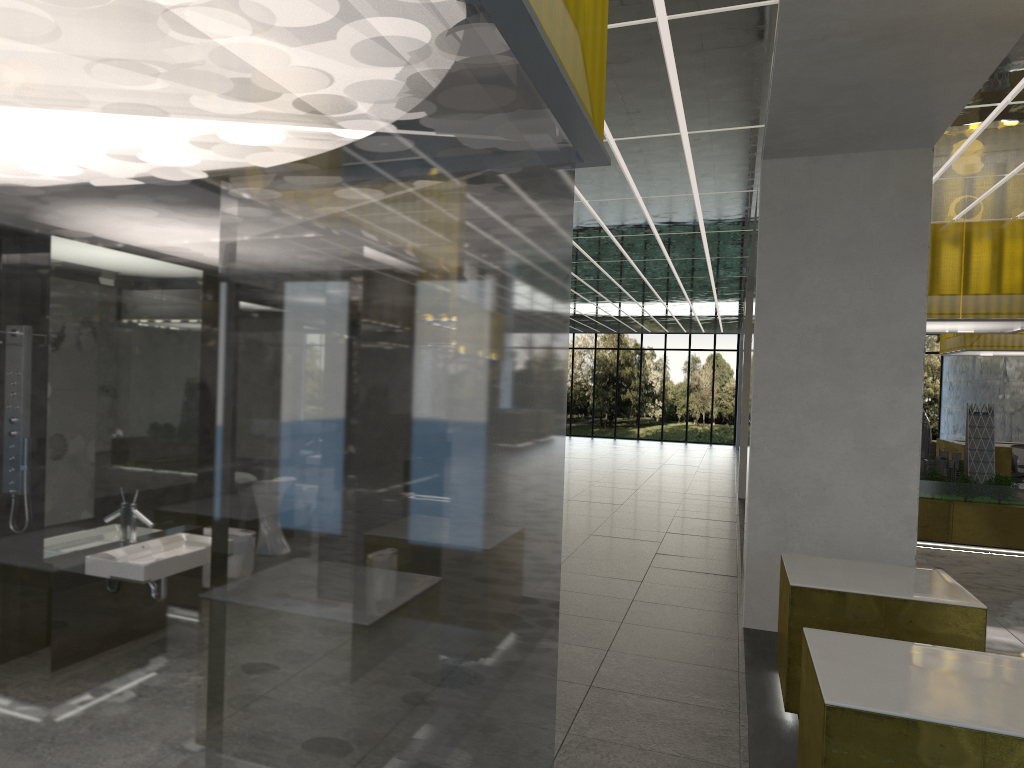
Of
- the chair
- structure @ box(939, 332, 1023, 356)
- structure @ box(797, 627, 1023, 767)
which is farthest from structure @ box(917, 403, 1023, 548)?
structure @ box(797, 627, 1023, 767)

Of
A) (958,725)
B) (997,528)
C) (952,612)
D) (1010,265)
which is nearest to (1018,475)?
(997,528)

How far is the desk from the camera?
26.42m

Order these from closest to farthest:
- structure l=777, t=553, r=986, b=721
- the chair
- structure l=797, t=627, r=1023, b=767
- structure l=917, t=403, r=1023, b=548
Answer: structure l=797, t=627, r=1023, b=767, structure l=777, t=553, r=986, b=721, structure l=917, t=403, r=1023, b=548, the chair

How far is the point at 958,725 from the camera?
4.47m

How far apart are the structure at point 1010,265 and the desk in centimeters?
861cm

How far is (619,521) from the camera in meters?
18.4 m

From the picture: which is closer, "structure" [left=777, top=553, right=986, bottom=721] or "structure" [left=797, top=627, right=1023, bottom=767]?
"structure" [left=797, top=627, right=1023, bottom=767]

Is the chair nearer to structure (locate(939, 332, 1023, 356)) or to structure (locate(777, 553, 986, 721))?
structure (locate(939, 332, 1023, 356))

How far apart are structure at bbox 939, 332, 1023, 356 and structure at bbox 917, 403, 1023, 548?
6.7 meters
